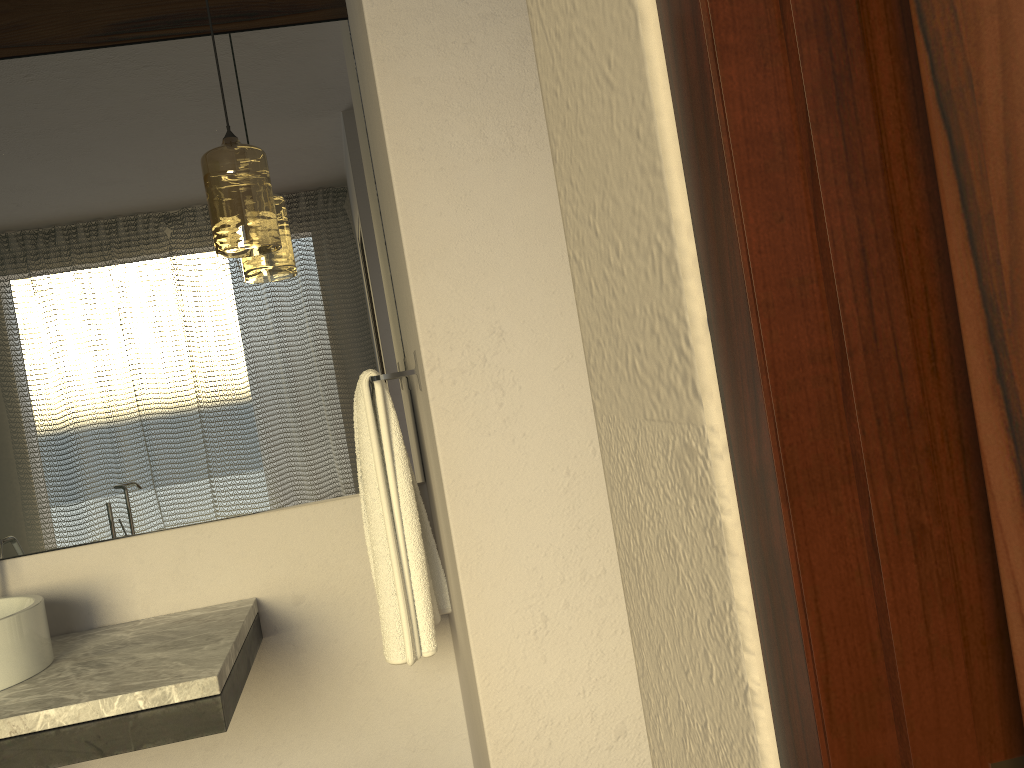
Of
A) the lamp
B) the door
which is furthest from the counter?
the door

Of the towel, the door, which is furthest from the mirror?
the door

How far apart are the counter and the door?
1.4 meters

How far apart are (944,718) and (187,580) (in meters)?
2.05

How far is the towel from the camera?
1.81m

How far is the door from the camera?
0.27m

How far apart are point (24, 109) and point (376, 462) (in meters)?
1.17

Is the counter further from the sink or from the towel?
the towel

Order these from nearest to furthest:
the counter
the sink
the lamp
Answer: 1. the counter
2. the sink
3. the lamp

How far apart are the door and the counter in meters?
1.4
